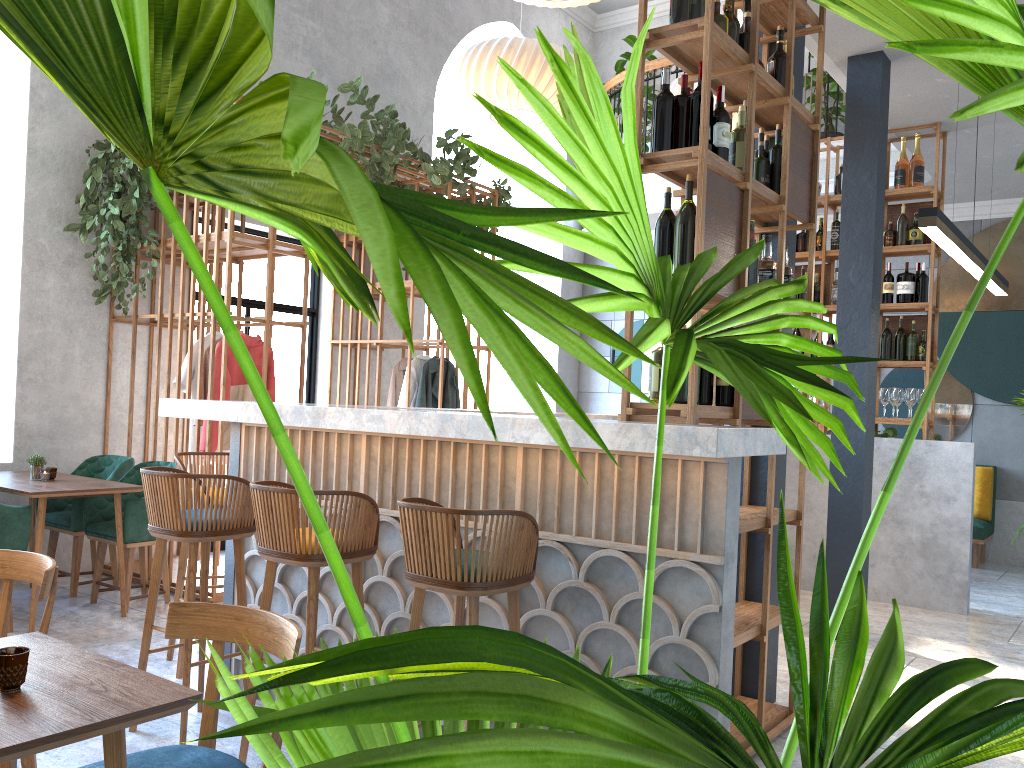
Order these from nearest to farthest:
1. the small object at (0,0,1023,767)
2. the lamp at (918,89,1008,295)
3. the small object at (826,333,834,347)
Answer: the small object at (0,0,1023,767), the lamp at (918,89,1008,295), the small object at (826,333,834,347)

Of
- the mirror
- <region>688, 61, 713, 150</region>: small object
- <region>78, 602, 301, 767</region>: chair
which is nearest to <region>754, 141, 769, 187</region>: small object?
<region>688, 61, 713, 150</region>: small object

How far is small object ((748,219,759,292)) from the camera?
3.4 meters

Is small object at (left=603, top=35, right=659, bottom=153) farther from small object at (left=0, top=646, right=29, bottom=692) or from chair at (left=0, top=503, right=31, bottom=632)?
small object at (left=0, top=646, right=29, bottom=692)

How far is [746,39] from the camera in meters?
3.4

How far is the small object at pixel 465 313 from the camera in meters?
0.4

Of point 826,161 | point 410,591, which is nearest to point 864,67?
point 826,161

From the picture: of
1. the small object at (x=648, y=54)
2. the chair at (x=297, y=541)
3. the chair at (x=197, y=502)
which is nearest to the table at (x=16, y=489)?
the chair at (x=197, y=502)

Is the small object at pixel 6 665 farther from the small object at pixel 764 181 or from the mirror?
the mirror

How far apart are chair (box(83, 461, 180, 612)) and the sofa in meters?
6.9 m
